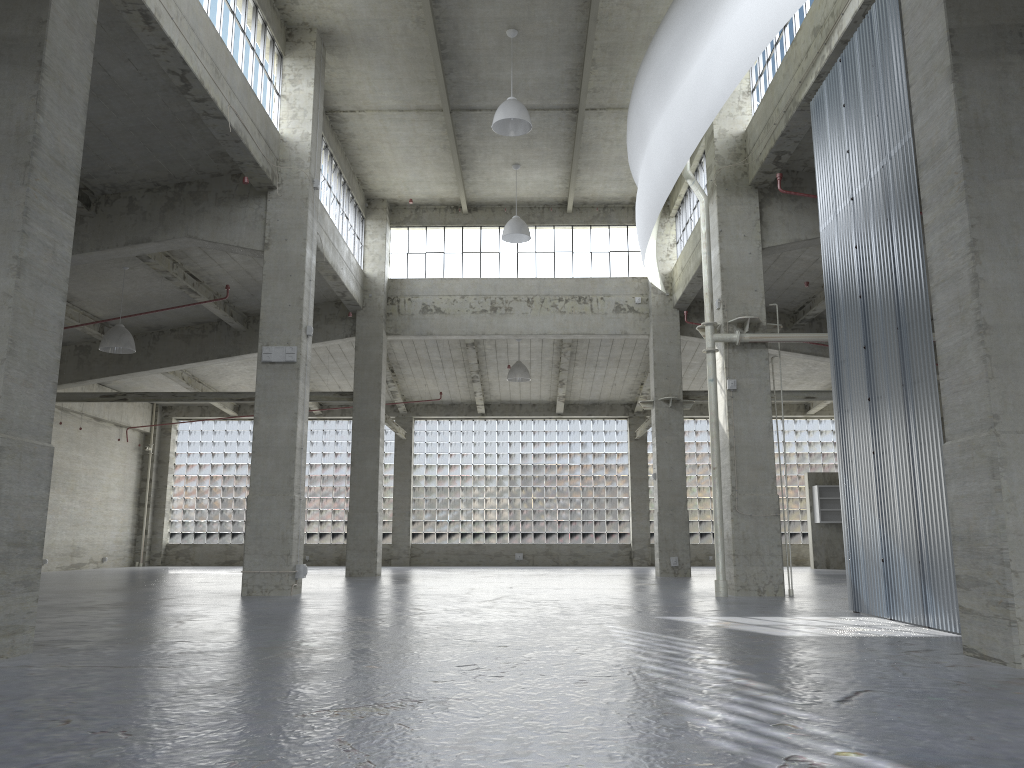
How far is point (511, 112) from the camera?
23.8m

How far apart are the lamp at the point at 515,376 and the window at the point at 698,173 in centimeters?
933cm

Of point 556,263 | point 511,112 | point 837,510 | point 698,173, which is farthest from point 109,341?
point 837,510

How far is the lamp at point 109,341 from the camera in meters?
28.4 m

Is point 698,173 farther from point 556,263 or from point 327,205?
point 327,205

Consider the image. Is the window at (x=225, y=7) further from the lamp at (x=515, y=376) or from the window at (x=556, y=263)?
the lamp at (x=515, y=376)

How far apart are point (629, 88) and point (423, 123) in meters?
7.2 m

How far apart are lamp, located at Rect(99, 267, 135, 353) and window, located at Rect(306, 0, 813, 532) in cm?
2054

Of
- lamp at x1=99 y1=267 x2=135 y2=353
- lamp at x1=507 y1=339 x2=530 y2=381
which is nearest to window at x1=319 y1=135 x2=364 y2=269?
lamp at x1=99 y1=267 x2=135 y2=353

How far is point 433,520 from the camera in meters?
49.6
